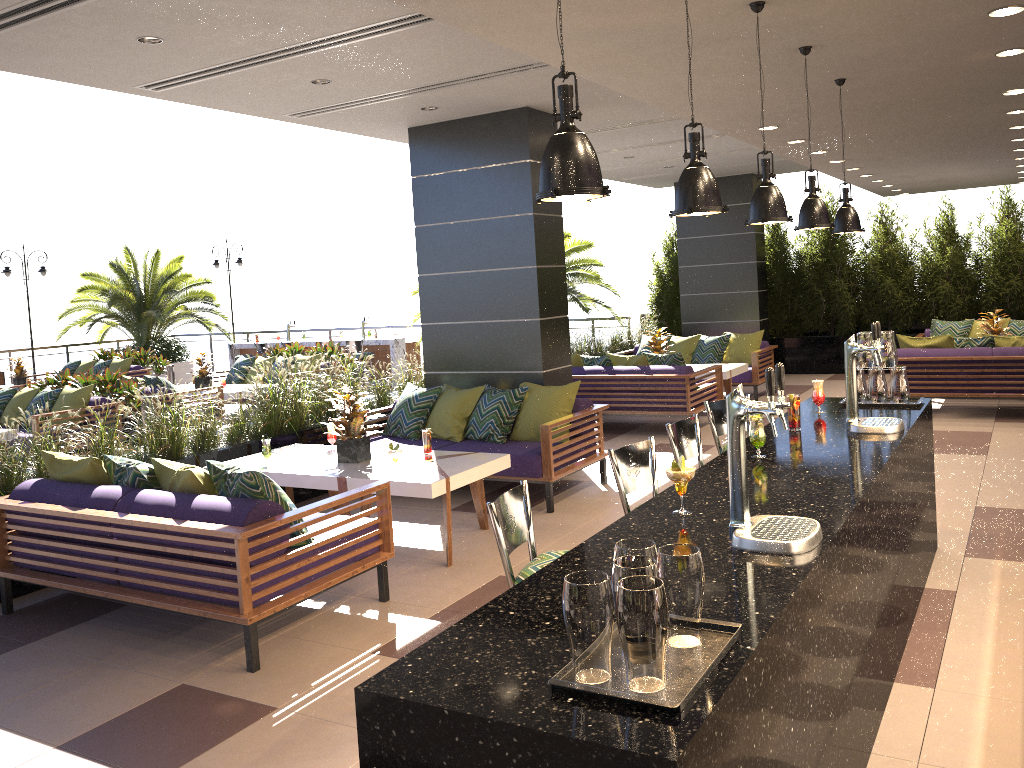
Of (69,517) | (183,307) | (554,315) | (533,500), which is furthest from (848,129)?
(183,307)

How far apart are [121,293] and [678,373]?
14.09m

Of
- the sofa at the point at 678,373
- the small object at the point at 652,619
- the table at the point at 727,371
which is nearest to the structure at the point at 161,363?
the sofa at the point at 678,373

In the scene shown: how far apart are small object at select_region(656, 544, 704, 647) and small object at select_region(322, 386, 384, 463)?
4.33m

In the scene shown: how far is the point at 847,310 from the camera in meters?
13.9 m

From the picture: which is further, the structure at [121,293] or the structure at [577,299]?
the structure at [121,293]

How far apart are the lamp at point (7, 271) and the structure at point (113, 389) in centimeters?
901cm

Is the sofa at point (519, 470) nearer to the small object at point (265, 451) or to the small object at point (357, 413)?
the small object at point (357, 413)

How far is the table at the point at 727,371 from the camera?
10.6 meters

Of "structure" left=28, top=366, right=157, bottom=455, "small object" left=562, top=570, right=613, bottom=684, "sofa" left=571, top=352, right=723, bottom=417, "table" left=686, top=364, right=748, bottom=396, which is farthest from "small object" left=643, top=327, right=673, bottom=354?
"small object" left=562, top=570, right=613, bottom=684
